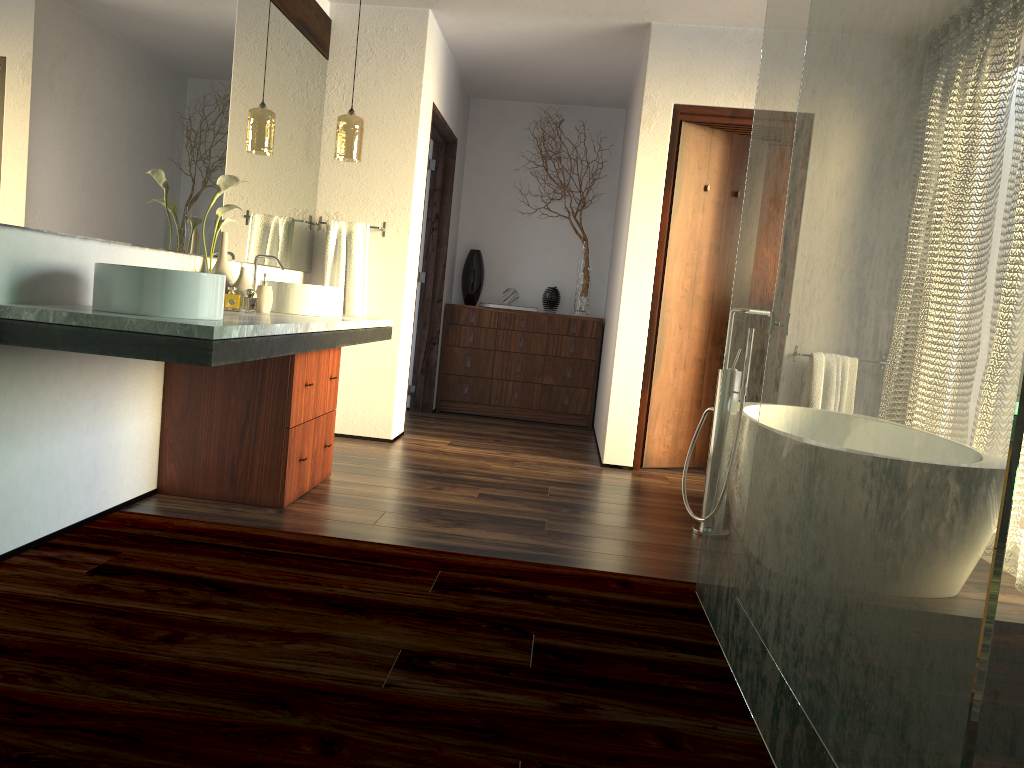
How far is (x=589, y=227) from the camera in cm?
671

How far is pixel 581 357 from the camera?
6.4 meters

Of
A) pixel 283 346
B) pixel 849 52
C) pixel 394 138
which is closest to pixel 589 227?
pixel 394 138

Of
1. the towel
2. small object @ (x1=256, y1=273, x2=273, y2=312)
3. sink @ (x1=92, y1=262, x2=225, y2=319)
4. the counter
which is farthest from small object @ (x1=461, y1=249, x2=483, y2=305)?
sink @ (x1=92, y1=262, x2=225, y2=319)

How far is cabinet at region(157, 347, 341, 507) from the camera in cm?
319

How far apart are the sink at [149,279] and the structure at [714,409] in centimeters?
193cm

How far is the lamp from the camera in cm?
442

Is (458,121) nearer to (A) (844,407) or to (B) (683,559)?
(B) (683,559)

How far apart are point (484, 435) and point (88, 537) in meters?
3.1

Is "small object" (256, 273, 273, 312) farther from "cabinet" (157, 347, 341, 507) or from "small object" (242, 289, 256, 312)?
"small object" (242, 289, 256, 312)
